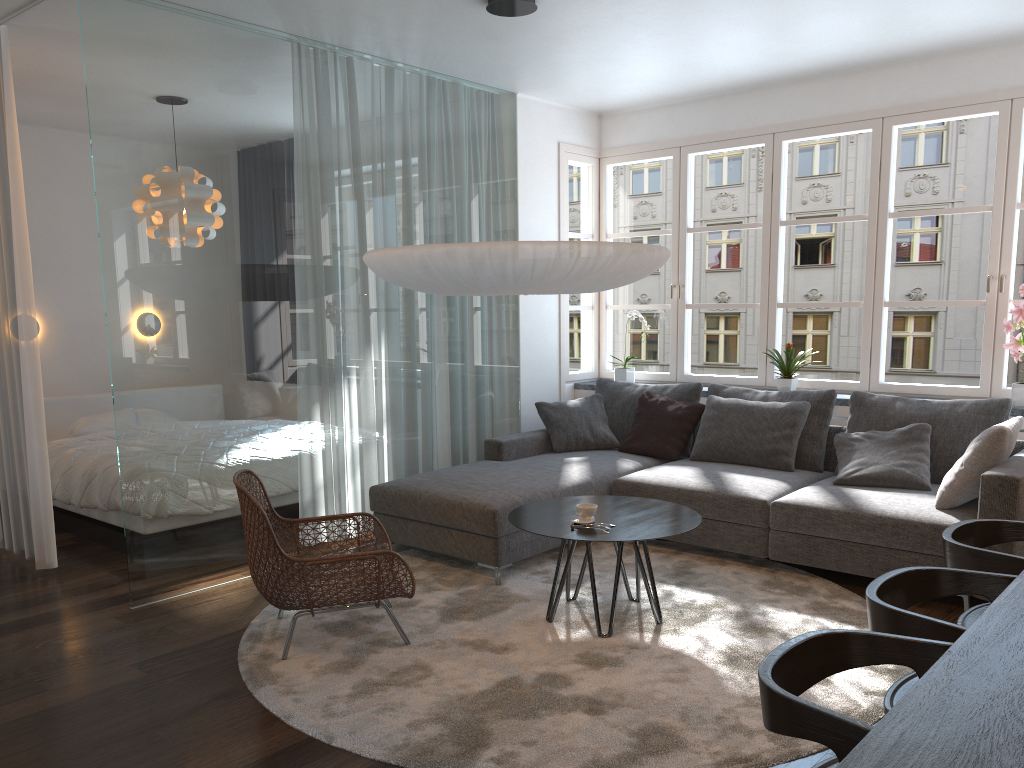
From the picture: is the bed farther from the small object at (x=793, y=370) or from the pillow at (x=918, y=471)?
the small object at (x=793, y=370)

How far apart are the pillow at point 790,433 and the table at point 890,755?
2.8m

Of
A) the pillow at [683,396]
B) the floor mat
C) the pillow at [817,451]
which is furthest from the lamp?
the pillow at [683,396]

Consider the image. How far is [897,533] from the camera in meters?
4.0

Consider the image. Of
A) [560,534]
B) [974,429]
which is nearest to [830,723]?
[560,534]

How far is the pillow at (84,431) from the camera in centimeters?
628cm

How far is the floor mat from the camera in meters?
2.8

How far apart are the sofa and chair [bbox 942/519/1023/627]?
1.0 meters

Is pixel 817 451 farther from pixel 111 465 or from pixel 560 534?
pixel 111 465

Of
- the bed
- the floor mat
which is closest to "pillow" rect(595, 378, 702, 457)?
the floor mat
